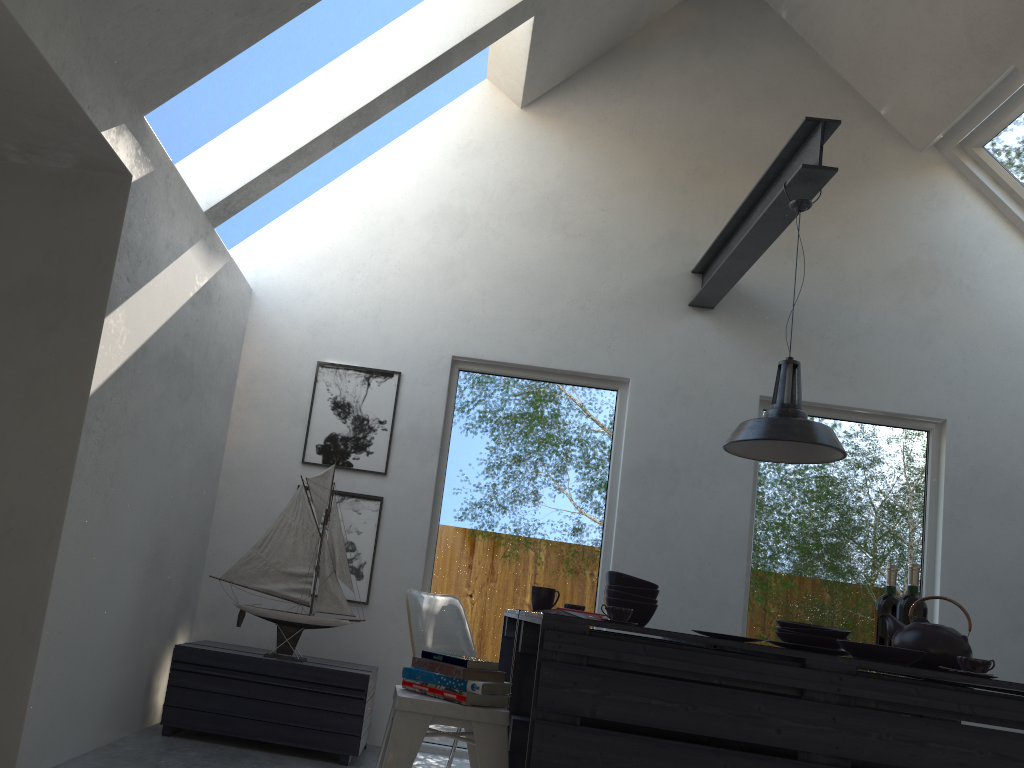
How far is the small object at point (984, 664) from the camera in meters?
2.5 m

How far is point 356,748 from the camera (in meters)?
3.77

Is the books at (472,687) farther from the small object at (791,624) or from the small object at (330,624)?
the small object at (330,624)

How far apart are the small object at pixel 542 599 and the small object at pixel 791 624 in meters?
0.9 m

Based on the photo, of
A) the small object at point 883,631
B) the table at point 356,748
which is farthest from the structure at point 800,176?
the table at point 356,748

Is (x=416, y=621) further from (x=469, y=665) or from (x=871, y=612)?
(x=871, y=612)

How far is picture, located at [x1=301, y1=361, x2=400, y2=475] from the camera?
4.69m

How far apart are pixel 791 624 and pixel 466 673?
1.2m

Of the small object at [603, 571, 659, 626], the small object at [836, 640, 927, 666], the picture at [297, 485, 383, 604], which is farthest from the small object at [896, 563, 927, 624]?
the picture at [297, 485, 383, 604]

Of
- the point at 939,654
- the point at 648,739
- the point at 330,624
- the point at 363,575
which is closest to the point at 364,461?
the point at 363,575
